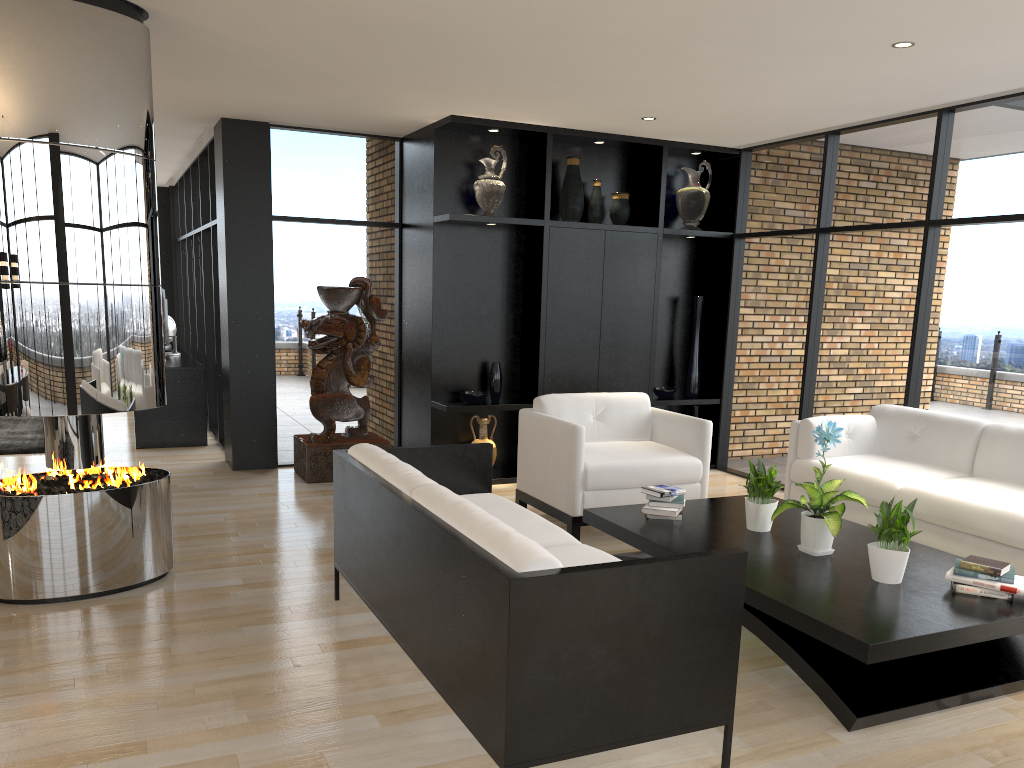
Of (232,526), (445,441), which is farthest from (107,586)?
(445,441)

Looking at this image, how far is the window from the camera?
5.5m

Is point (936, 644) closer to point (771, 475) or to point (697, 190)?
point (771, 475)

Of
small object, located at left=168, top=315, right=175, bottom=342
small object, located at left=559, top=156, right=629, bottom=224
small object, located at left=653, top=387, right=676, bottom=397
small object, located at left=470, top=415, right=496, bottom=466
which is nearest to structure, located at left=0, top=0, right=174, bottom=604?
small object, located at left=470, top=415, right=496, bottom=466

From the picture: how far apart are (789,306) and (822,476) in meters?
3.3

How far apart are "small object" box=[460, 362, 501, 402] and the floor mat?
3.88m

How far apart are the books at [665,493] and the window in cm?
228

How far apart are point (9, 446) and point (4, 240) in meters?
4.7 m

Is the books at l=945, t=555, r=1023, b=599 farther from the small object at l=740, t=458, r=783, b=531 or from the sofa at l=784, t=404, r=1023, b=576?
the small object at l=740, t=458, r=783, b=531

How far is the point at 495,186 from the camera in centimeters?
677cm
